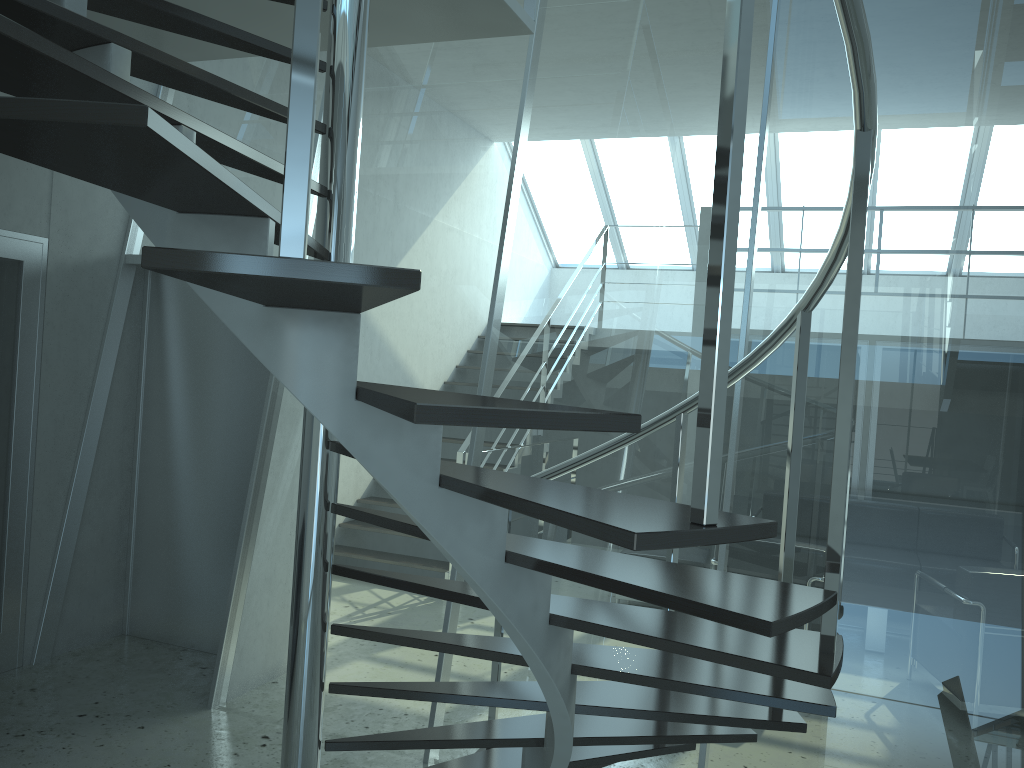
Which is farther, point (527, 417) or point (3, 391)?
point (3, 391)

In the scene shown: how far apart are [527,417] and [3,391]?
4.0 meters

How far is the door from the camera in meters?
4.2 m

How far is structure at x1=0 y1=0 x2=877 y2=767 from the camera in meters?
1.1 m

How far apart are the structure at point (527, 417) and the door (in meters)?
1.16

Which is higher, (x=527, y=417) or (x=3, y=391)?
(x=527, y=417)

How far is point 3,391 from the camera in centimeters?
423cm

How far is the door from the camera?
4.23m

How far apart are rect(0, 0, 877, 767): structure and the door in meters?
1.2

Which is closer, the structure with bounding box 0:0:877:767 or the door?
the structure with bounding box 0:0:877:767
